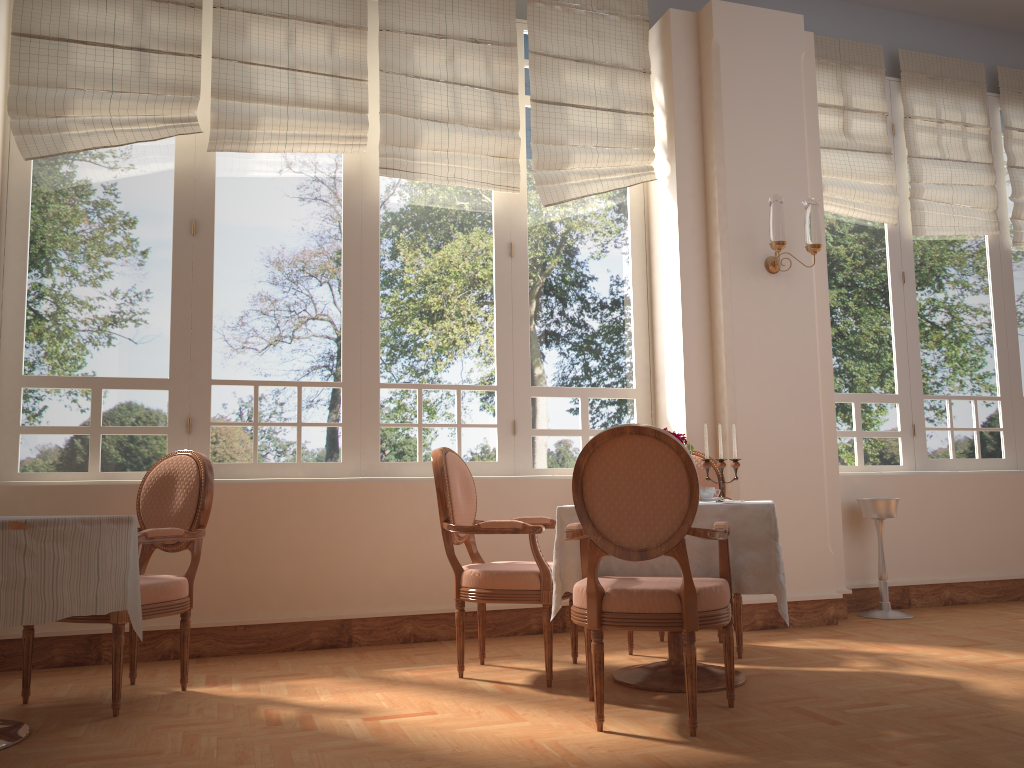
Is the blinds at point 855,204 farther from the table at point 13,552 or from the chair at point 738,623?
the table at point 13,552

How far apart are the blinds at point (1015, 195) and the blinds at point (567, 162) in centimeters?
282cm

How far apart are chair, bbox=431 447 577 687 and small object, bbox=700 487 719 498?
0.6m

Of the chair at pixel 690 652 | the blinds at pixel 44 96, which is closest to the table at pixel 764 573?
the chair at pixel 690 652

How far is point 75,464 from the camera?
4.2m

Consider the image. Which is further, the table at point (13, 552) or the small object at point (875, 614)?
the small object at point (875, 614)

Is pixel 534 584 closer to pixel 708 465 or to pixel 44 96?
pixel 708 465

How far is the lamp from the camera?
4.6m

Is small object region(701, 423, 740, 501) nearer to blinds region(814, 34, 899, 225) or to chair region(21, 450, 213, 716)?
chair region(21, 450, 213, 716)

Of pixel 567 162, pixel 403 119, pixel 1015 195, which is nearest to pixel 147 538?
pixel 403 119
